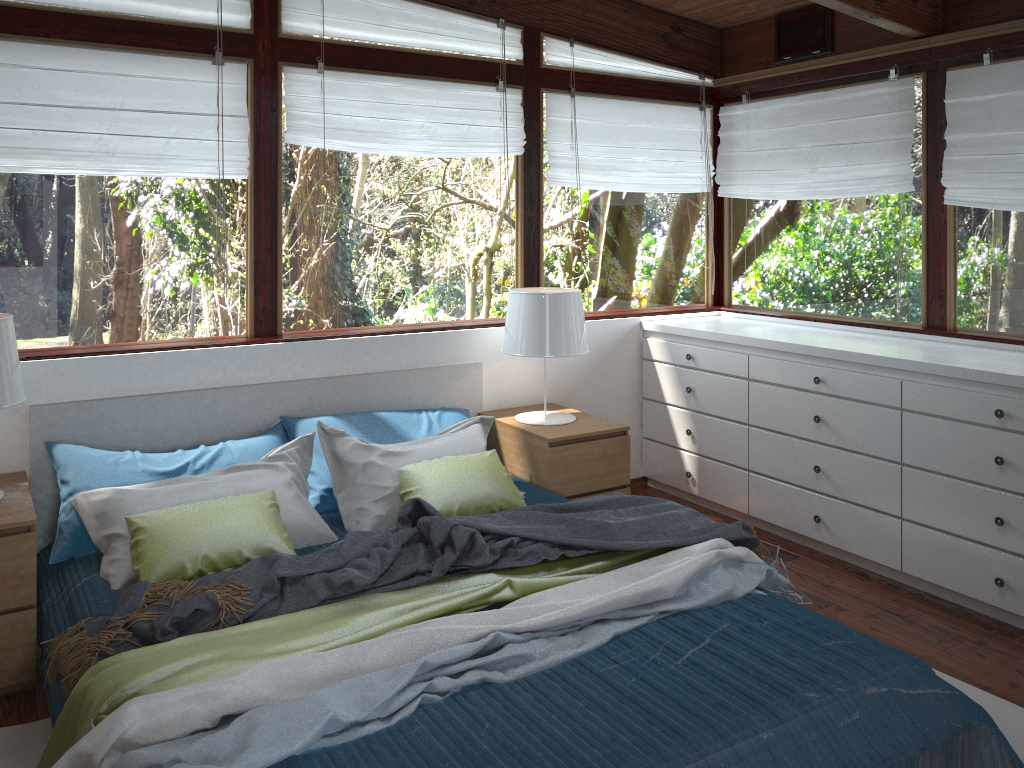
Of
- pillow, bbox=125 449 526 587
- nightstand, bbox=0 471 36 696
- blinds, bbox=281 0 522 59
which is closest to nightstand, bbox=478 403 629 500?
pillow, bbox=125 449 526 587

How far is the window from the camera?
3.3m

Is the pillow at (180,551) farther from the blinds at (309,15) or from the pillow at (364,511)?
the blinds at (309,15)

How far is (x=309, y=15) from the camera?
3.6m

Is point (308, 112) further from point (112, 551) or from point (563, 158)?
point (112, 551)

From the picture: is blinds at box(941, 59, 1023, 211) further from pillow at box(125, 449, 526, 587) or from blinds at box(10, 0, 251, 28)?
blinds at box(10, 0, 251, 28)

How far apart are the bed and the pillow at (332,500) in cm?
4

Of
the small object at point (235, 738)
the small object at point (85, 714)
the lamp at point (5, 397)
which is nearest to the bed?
the small object at point (235, 738)

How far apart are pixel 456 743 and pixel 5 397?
1.8 meters

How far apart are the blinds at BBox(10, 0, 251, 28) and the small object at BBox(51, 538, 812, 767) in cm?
249
